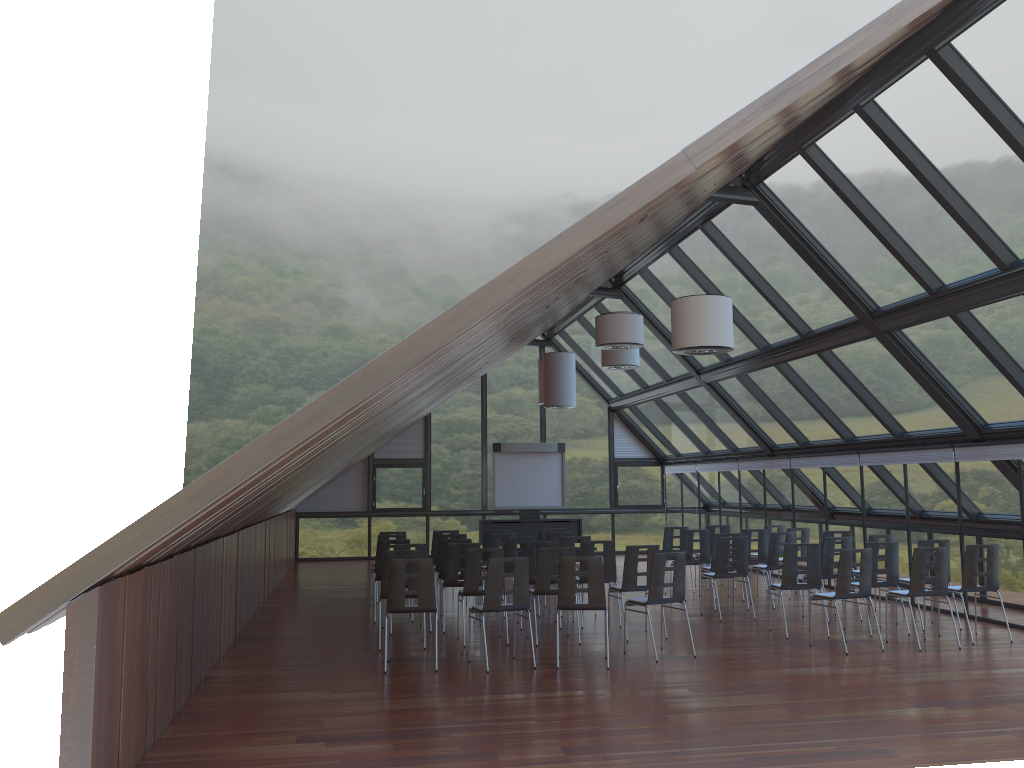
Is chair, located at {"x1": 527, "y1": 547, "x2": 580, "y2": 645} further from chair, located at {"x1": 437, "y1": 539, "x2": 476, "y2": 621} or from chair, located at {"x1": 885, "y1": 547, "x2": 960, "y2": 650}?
chair, located at {"x1": 885, "y1": 547, "x2": 960, "y2": 650}

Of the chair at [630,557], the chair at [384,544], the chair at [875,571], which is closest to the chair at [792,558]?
the chair at [875,571]

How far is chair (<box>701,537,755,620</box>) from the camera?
12.95m

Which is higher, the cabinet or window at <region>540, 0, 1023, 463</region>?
window at <region>540, 0, 1023, 463</region>

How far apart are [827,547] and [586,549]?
3.49m

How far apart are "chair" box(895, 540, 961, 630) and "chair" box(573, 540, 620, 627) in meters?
4.0

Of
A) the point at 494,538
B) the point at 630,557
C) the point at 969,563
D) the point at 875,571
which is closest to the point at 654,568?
the point at 630,557

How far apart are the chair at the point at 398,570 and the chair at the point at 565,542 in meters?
4.2

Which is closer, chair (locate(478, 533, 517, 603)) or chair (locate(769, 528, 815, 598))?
chair (locate(478, 533, 517, 603))

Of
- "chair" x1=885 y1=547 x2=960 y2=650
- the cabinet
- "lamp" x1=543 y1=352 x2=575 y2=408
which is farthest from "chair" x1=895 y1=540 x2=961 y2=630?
the cabinet
